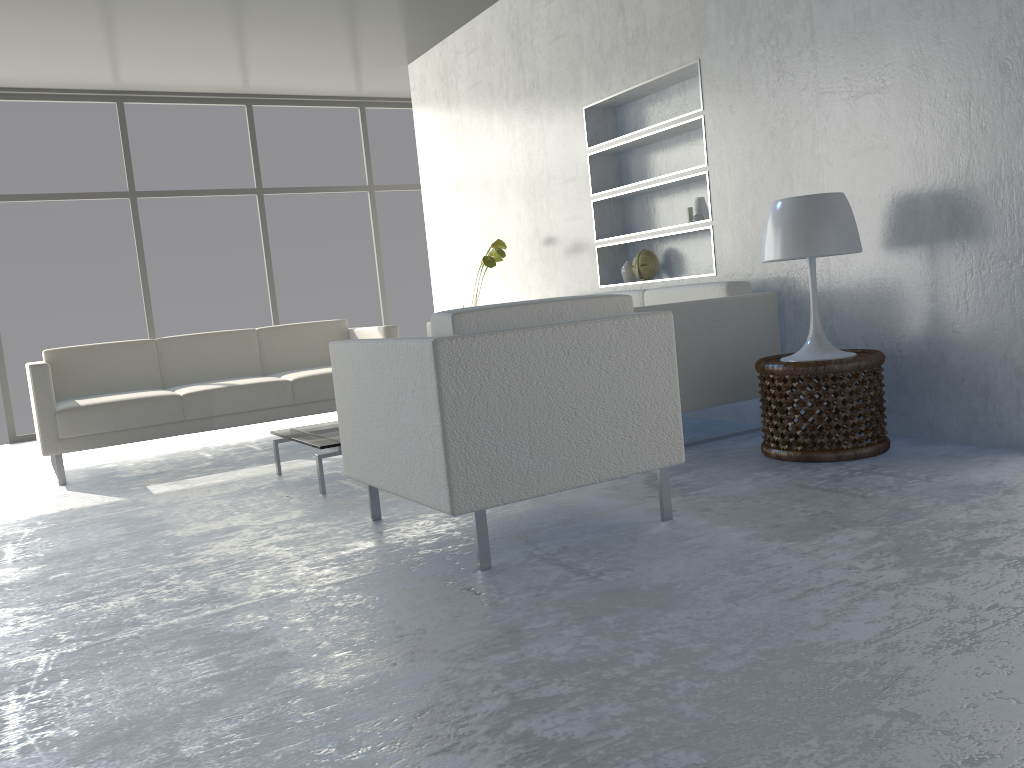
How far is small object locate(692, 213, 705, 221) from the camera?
4.2m

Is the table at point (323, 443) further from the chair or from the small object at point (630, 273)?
the small object at point (630, 273)

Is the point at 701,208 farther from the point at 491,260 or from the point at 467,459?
the point at 467,459

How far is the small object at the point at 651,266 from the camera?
4.7 meters

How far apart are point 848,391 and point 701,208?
1.5 meters

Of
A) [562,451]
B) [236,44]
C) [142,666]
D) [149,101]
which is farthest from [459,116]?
[142,666]

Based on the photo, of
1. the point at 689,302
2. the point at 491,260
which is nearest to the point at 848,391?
the point at 689,302

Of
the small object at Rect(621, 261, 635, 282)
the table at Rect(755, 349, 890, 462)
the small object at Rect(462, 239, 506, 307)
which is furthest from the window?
the table at Rect(755, 349, 890, 462)

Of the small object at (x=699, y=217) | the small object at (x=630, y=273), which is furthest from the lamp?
the small object at (x=630, y=273)

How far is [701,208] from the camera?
4.3 meters
